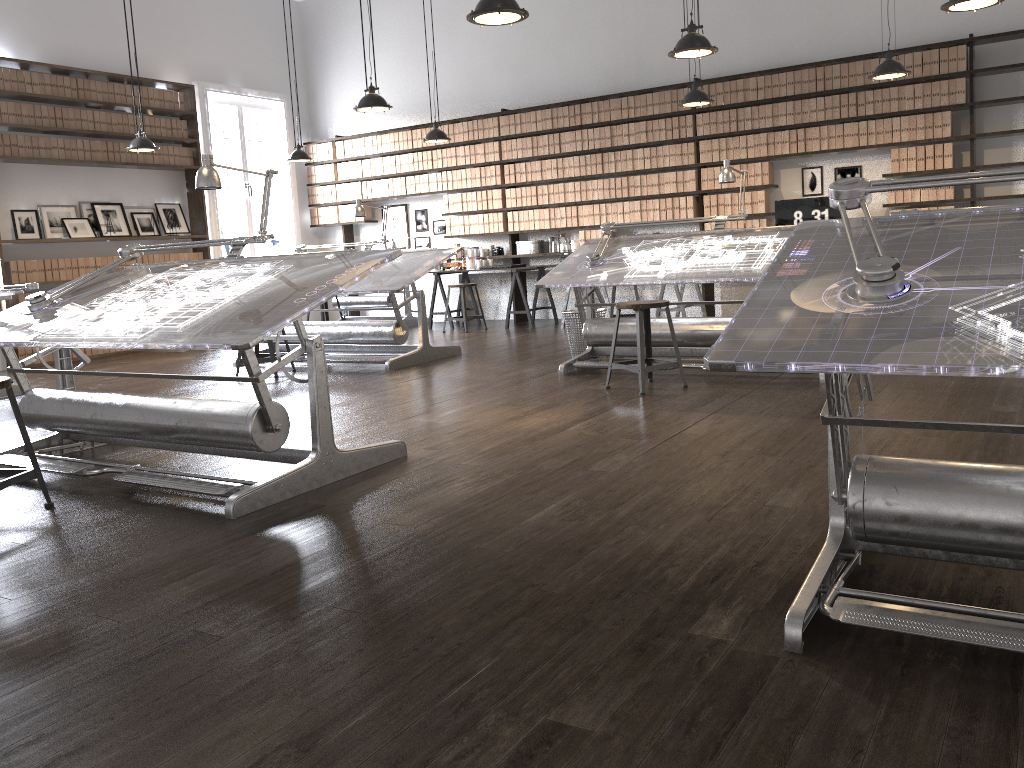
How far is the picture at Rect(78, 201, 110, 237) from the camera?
9.4 meters

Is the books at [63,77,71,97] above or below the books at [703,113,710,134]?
above

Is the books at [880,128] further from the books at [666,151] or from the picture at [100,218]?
the picture at [100,218]

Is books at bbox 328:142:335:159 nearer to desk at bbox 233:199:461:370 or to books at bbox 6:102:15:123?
desk at bbox 233:199:461:370

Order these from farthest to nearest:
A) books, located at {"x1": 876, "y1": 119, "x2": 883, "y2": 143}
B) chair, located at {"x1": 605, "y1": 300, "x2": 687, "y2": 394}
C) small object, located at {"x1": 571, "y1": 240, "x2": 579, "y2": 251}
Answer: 1. small object, located at {"x1": 571, "y1": 240, "x2": 579, "y2": 251}
2. books, located at {"x1": 876, "y1": 119, "x2": 883, "y2": 143}
3. chair, located at {"x1": 605, "y1": 300, "x2": 687, "y2": 394}

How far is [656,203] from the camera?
9.2m

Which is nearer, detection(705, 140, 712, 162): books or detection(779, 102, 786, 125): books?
detection(779, 102, 786, 125): books

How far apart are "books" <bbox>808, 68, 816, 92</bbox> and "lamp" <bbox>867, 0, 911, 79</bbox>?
1.4 meters

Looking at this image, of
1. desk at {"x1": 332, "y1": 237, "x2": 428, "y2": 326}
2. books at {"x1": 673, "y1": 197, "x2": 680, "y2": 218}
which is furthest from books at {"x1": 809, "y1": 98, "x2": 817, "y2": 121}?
desk at {"x1": 332, "y1": 237, "x2": 428, "y2": 326}

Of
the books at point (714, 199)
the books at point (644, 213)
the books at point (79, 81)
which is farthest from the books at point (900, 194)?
the books at point (79, 81)
